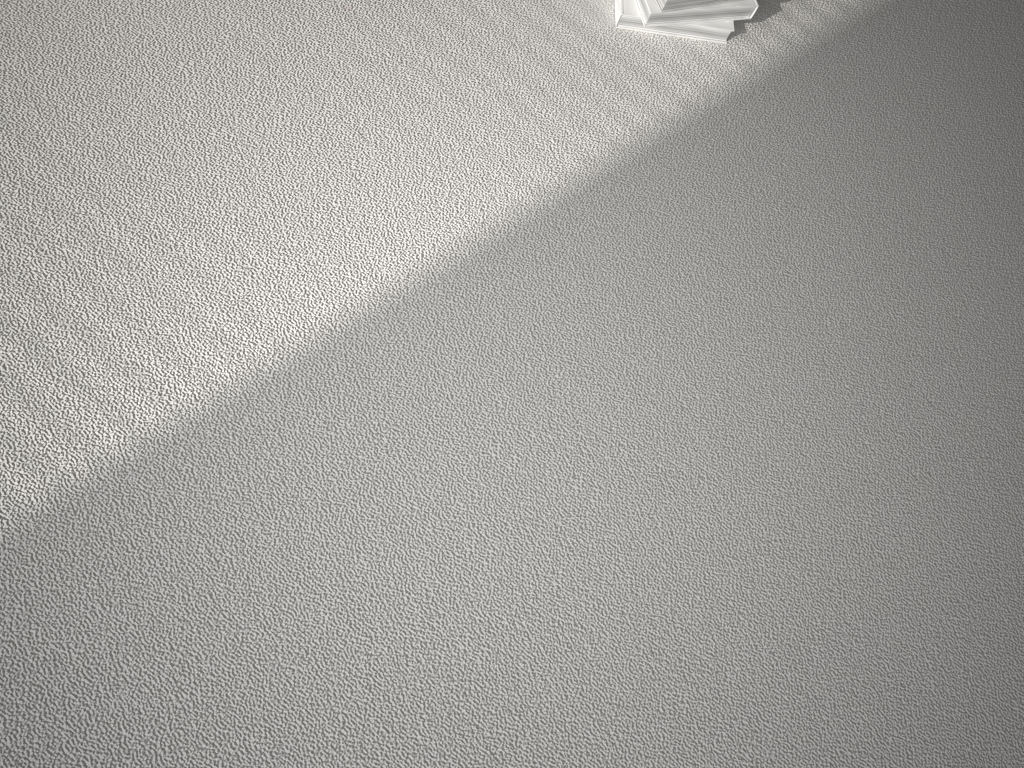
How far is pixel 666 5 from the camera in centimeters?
131cm

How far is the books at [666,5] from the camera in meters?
1.3

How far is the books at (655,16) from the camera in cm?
133

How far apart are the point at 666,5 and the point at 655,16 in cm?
3

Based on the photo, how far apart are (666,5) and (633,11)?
0.1m

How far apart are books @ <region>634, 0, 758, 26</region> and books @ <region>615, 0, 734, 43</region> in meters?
0.0

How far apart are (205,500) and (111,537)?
0.1 meters

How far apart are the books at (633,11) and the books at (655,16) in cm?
1

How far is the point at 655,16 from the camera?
1.3 meters
